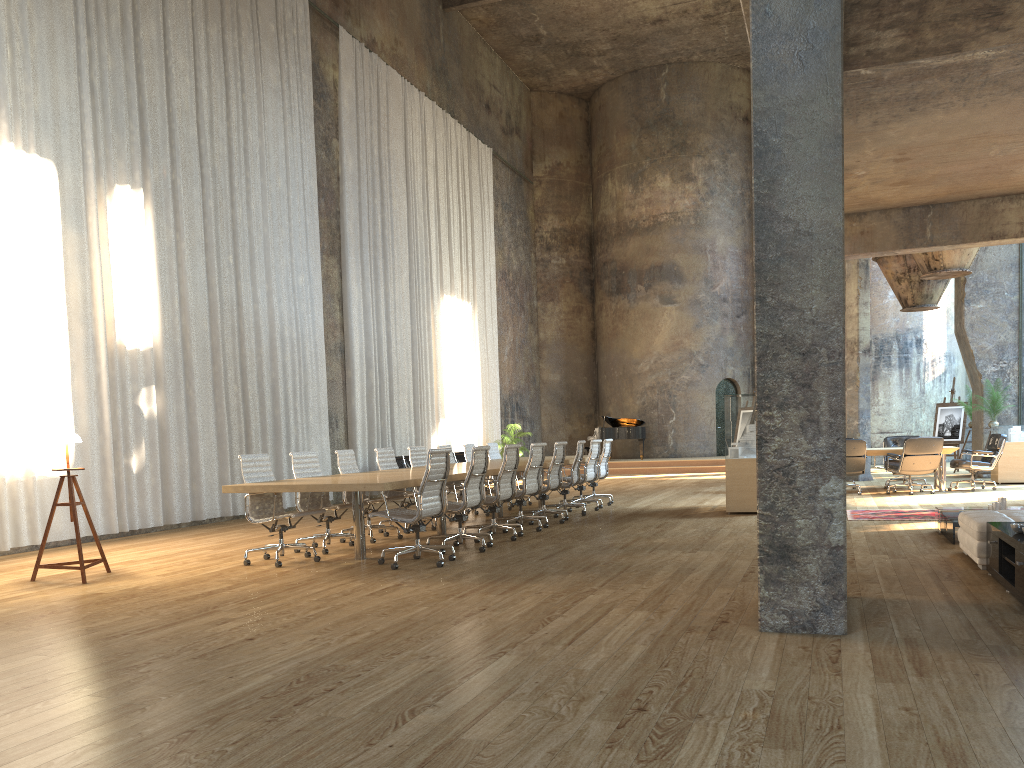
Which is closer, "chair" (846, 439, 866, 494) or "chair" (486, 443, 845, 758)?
"chair" (846, 439, 866, 494)

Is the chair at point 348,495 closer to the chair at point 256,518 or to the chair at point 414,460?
the chair at point 256,518

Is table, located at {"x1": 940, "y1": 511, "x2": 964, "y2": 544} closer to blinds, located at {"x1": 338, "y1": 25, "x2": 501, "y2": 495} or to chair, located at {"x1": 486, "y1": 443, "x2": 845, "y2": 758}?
chair, located at {"x1": 486, "y1": 443, "x2": 845, "y2": 758}

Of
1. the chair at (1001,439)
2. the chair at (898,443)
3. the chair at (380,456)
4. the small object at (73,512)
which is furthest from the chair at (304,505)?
the chair at (898,443)

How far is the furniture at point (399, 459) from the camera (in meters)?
16.42

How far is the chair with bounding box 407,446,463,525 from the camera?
11.5m

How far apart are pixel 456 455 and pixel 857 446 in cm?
845

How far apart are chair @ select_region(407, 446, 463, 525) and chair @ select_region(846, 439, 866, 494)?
6.7 meters

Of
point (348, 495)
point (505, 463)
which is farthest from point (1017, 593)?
point (348, 495)

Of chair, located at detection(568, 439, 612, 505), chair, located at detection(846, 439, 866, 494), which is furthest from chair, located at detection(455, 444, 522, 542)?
chair, located at detection(846, 439, 866, 494)
